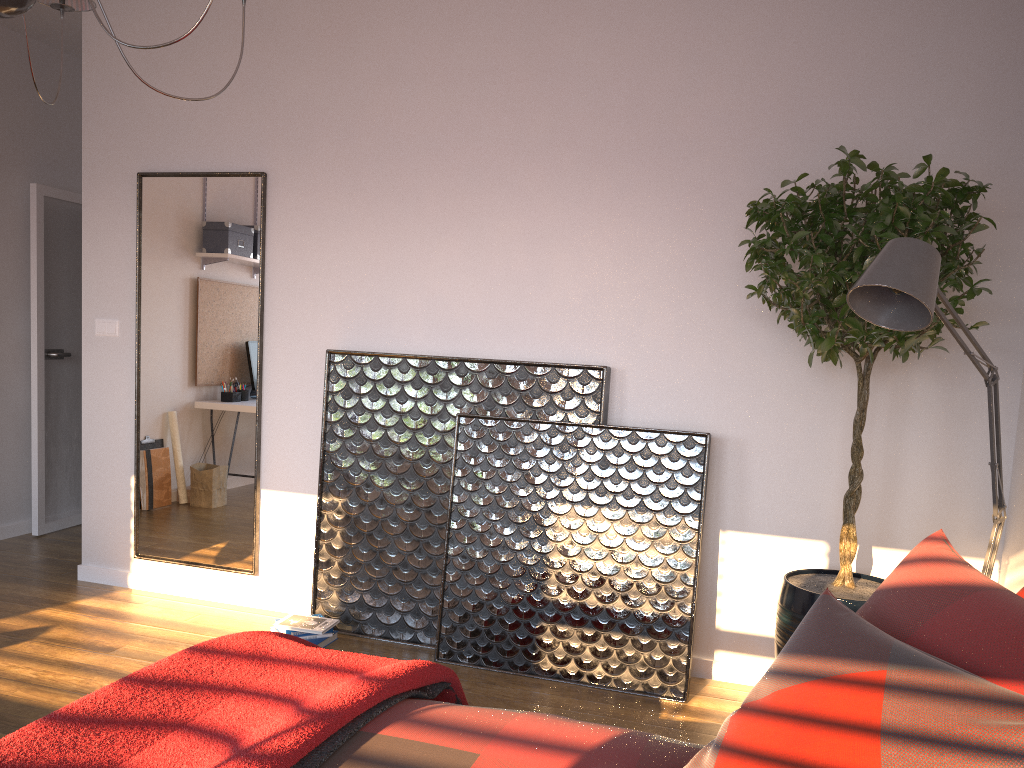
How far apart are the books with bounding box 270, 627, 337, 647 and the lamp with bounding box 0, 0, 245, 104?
2.4 meters

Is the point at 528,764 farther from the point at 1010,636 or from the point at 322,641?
the point at 322,641

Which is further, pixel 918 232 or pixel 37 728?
pixel 918 232

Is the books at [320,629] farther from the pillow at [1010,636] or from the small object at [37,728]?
the pillow at [1010,636]

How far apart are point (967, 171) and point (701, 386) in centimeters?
123cm

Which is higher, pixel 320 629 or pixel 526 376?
pixel 526 376

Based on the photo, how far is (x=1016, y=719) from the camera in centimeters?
116cm

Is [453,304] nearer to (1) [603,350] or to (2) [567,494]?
(1) [603,350]

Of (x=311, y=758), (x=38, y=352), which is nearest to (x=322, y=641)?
(x=311, y=758)

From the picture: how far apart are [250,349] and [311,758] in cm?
281
